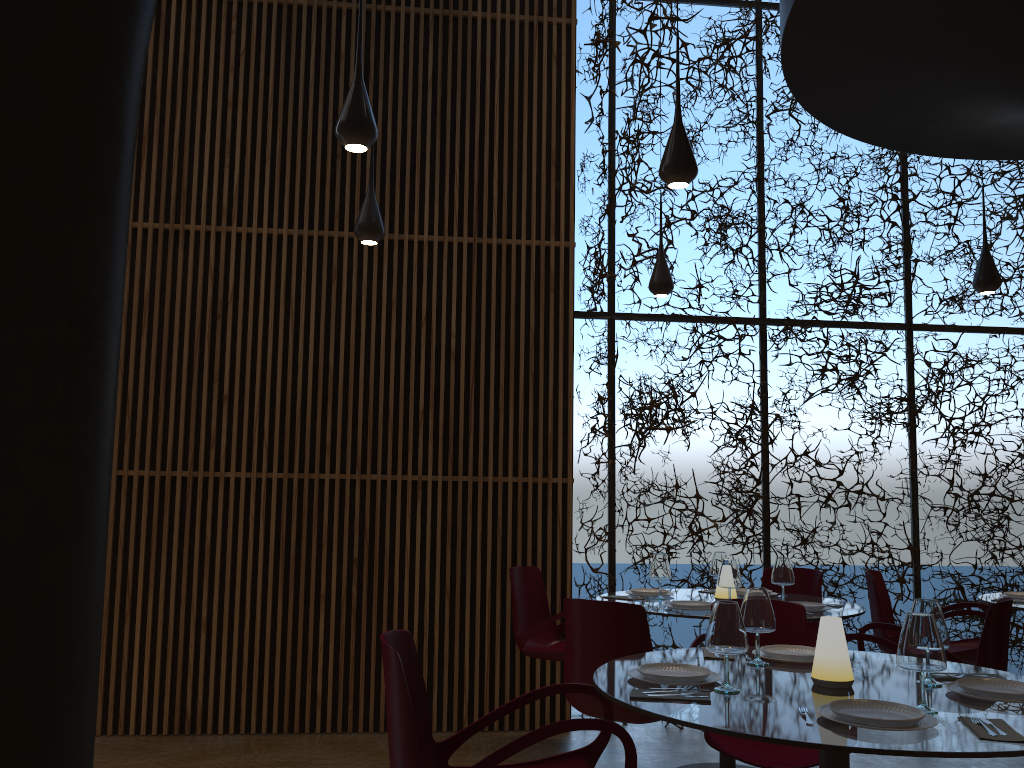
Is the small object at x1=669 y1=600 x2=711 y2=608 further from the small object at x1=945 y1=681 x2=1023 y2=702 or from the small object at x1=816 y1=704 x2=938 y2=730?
the small object at x1=816 y1=704 x2=938 y2=730

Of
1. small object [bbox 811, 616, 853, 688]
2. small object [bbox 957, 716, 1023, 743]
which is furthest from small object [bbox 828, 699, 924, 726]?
small object [bbox 811, 616, 853, 688]

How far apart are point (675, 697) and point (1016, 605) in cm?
402

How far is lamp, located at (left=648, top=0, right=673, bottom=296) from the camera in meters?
6.7

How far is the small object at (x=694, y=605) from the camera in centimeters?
515cm

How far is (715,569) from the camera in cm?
607

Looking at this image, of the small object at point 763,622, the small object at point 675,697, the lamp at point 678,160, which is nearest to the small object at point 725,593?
the small object at point 763,622

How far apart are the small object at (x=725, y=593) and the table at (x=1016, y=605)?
1.9 meters

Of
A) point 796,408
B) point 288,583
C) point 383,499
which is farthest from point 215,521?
point 796,408

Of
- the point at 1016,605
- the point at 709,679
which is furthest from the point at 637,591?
the point at 709,679
